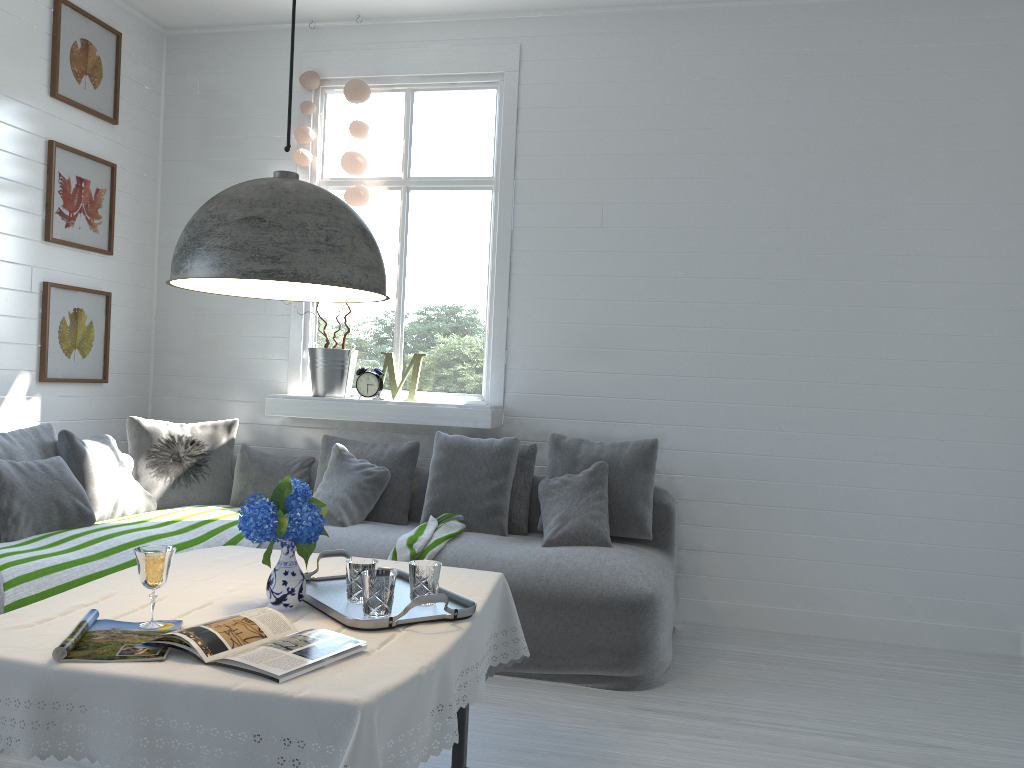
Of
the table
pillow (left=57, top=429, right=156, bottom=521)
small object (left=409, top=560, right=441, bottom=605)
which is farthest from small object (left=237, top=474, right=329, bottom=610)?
pillow (left=57, top=429, right=156, bottom=521)

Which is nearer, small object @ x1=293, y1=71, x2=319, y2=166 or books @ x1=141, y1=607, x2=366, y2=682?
books @ x1=141, y1=607, x2=366, y2=682

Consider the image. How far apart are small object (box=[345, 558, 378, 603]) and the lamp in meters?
0.8 m

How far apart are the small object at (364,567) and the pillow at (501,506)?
2.30m

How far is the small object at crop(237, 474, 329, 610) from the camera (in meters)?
2.38

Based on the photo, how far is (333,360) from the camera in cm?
557

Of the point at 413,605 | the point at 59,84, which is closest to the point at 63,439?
the point at 59,84

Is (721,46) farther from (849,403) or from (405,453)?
(405,453)

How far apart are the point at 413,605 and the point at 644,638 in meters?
2.0

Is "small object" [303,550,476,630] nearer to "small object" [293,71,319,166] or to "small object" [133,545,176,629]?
"small object" [133,545,176,629]
